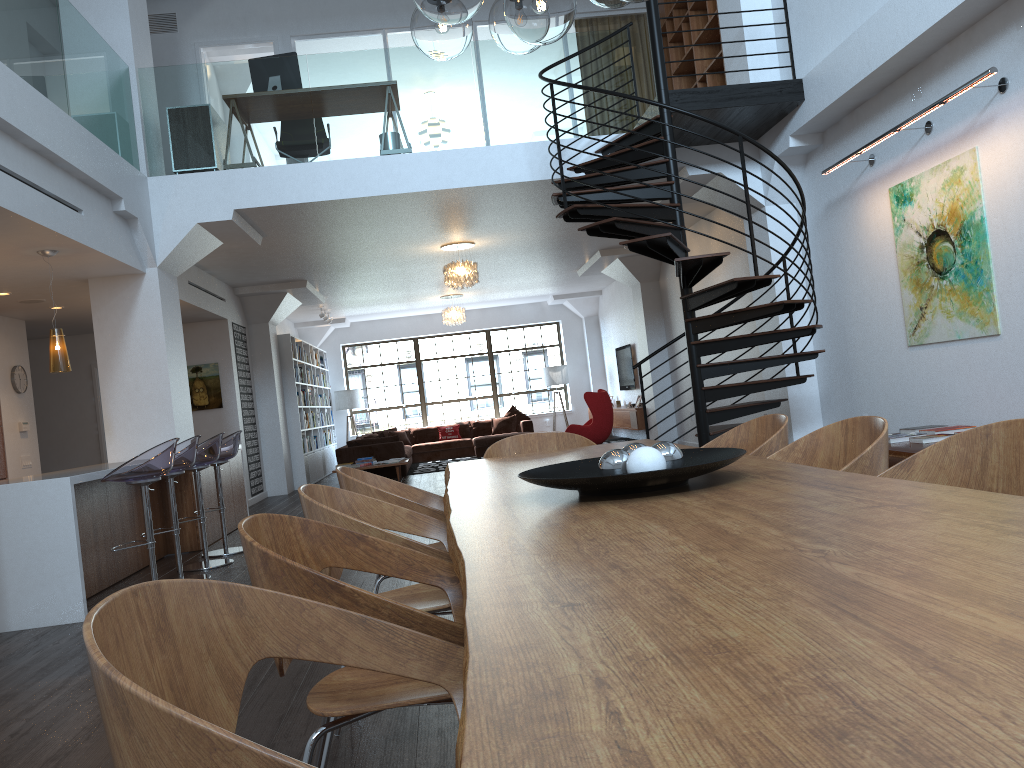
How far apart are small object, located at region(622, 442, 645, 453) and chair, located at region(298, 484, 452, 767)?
0.6m

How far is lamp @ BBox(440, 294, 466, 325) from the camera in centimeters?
1591cm

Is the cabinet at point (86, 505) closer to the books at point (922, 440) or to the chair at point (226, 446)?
the chair at point (226, 446)

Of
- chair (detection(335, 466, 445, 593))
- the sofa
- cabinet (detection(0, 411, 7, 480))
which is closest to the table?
chair (detection(335, 466, 445, 593))

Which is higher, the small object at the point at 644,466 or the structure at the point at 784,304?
the structure at the point at 784,304

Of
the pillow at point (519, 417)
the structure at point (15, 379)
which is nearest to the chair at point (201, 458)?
the structure at point (15, 379)

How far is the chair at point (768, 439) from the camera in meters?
3.3 m

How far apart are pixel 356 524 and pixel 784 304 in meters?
4.8 m

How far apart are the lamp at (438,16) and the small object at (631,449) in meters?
1.4

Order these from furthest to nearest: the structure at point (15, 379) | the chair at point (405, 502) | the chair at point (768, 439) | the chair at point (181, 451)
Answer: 1. the structure at point (15, 379)
2. the chair at point (181, 451)
3. the chair at point (768, 439)
4. the chair at point (405, 502)
